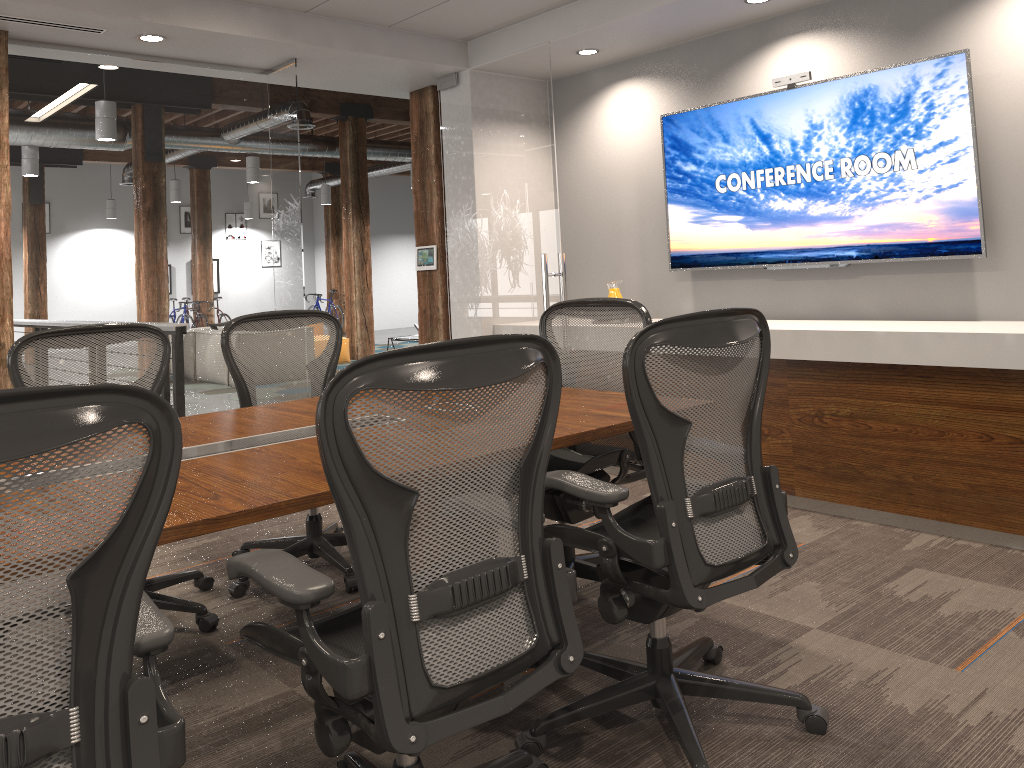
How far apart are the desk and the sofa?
9.7m

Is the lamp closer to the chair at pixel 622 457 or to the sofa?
the sofa

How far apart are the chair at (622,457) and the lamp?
15.0m

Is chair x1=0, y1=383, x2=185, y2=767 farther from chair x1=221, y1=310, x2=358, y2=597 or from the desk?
chair x1=221, y1=310, x2=358, y2=597

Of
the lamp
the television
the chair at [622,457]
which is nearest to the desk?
the chair at [622,457]

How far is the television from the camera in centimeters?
421cm

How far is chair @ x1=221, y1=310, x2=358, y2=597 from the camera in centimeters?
373cm

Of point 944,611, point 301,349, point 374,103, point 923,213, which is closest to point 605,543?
point 944,611

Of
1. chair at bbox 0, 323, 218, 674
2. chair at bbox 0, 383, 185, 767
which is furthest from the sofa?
chair at bbox 0, 383, 185, 767

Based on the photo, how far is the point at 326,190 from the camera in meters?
17.7 m
